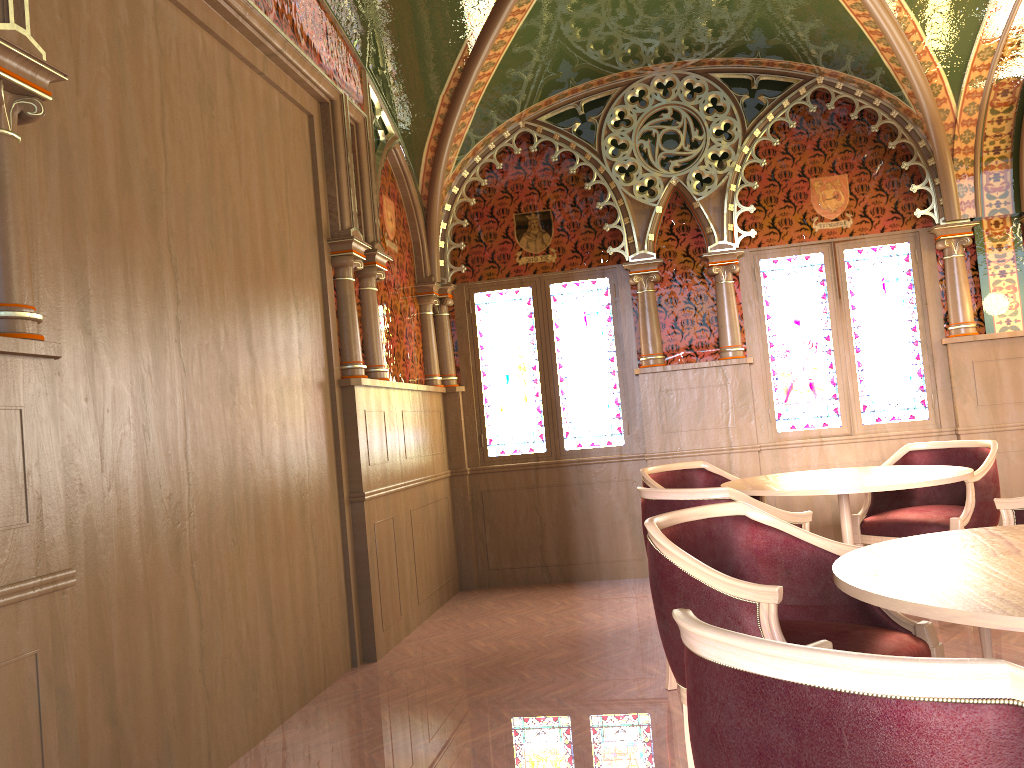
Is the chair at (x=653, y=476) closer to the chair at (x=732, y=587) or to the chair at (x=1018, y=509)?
the chair at (x=1018, y=509)

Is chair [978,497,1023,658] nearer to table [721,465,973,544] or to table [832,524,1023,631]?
table [721,465,973,544]

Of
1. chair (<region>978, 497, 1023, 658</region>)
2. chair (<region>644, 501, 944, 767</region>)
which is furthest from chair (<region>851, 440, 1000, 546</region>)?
chair (<region>644, 501, 944, 767</region>)

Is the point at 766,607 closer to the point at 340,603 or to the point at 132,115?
the point at 132,115

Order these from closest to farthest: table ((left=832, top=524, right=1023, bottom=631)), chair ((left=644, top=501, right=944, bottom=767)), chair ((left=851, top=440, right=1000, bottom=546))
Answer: table ((left=832, top=524, right=1023, bottom=631))
chair ((left=644, top=501, right=944, bottom=767))
chair ((left=851, top=440, right=1000, bottom=546))

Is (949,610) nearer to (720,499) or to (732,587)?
(732,587)

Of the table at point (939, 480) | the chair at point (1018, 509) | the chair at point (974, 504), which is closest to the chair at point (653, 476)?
the table at point (939, 480)

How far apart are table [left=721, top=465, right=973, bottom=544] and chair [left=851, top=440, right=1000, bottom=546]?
0.3 meters

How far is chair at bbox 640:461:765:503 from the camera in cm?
513

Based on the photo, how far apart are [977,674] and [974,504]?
4.0m
